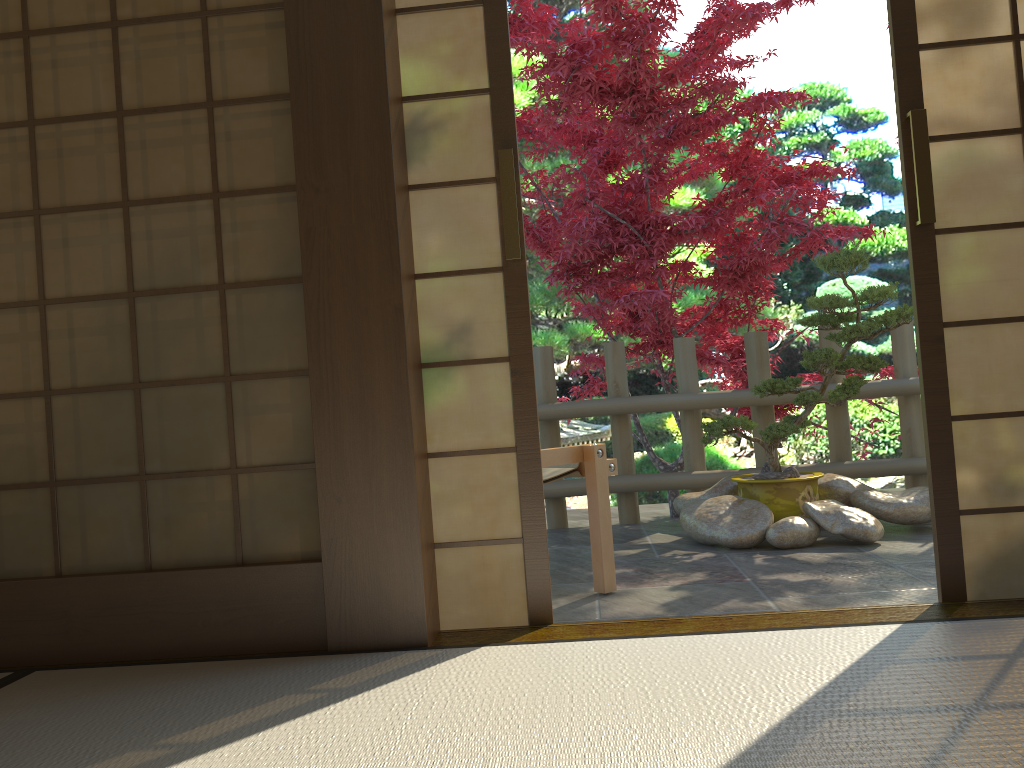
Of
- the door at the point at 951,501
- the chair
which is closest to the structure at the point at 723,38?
the chair

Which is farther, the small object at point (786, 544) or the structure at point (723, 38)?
the structure at point (723, 38)

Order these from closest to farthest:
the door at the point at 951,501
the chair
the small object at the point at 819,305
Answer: the door at the point at 951,501, the chair, the small object at the point at 819,305

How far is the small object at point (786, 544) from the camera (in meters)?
3.78

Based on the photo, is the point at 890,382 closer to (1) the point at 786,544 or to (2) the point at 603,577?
(1) the point at 786,544

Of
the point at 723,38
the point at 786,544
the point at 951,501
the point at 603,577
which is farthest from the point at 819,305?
the point at 951,501

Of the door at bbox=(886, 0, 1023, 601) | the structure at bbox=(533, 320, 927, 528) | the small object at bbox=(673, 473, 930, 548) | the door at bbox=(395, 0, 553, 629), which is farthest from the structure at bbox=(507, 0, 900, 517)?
the door at bbox=(395, 0, 553, 629)

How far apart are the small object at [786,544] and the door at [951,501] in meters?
1.4

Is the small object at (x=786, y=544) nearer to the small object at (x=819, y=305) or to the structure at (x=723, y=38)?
the small object at (x=819, y=305)

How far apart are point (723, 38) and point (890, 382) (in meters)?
2.06
